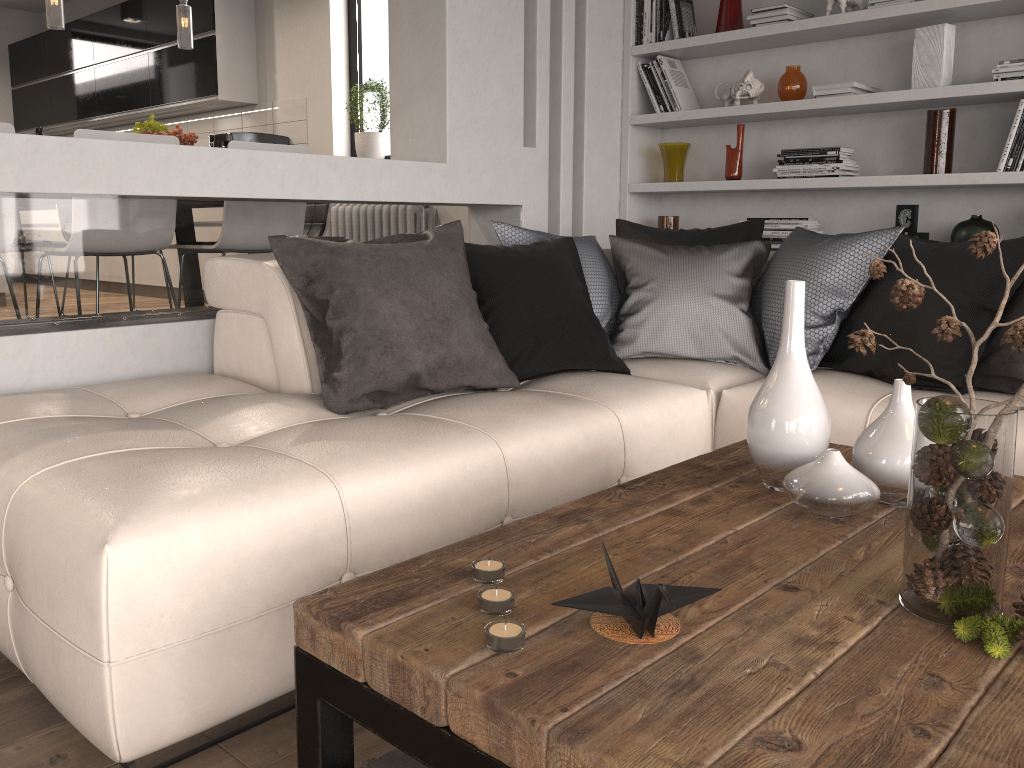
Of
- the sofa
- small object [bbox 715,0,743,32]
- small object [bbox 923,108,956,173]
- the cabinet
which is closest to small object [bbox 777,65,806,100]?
small object [bbox 715,0,743,32]

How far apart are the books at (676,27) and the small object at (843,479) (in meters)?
3.03

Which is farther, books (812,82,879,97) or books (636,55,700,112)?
books (636,55,700,112)

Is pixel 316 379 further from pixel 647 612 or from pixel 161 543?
pixel 647 612

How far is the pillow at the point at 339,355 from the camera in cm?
236

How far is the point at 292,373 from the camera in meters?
2.6 m

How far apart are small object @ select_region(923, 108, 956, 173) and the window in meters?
3.6

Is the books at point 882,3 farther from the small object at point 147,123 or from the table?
the small object at point 147,123

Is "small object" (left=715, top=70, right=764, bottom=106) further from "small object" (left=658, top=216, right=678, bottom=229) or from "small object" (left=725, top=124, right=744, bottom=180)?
"small object" (left=658, top=216, right=678, bottom=229)

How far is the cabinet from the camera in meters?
6.5 m
